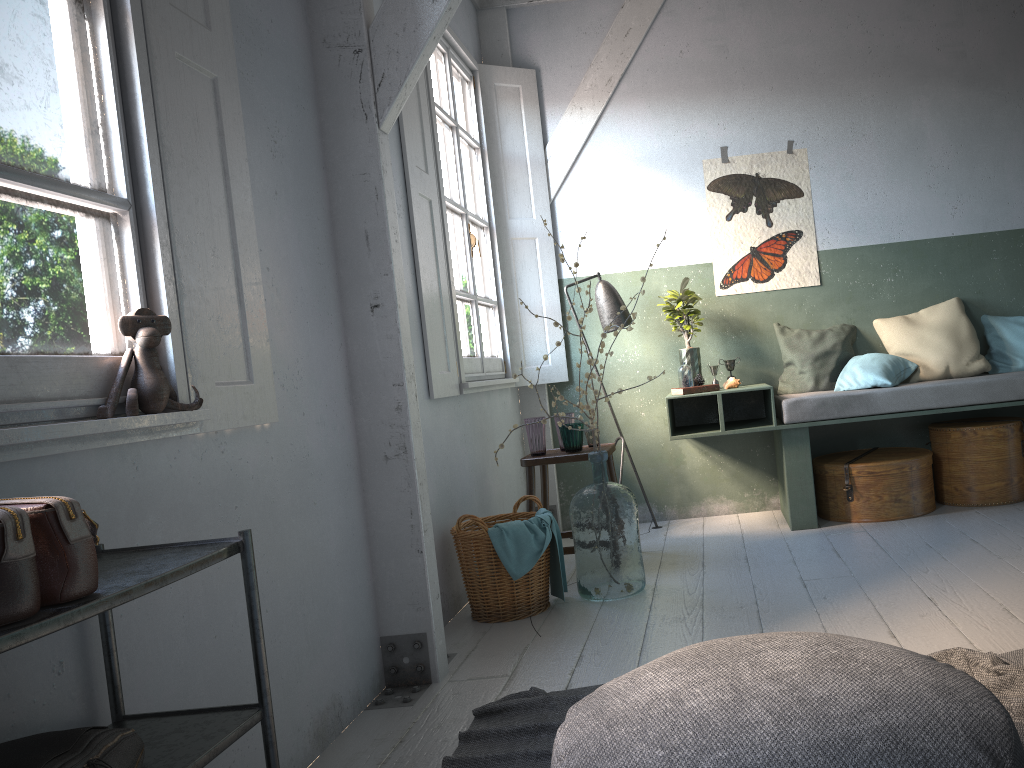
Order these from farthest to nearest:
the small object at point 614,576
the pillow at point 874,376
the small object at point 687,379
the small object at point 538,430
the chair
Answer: the small object at point 687,379 → the pillow at point 874,376 → the small object at point 538,430 → the chair → the small object at point 614,576

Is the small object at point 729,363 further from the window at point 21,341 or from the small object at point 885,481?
the window at point 21,341

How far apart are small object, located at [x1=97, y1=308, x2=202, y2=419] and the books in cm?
359

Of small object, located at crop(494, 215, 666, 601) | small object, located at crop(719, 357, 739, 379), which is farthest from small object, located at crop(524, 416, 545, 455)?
small object, located at crop(719, 357, 739, 379)

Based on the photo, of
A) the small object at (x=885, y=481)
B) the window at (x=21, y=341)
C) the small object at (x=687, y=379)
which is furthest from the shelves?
the small object at (x=885, y=481)

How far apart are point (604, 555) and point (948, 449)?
2.6 meters

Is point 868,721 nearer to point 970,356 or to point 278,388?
point 278,388

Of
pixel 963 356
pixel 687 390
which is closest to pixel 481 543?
pixel 687 390

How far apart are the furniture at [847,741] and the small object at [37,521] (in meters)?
0.95

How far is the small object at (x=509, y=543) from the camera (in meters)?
4.11
